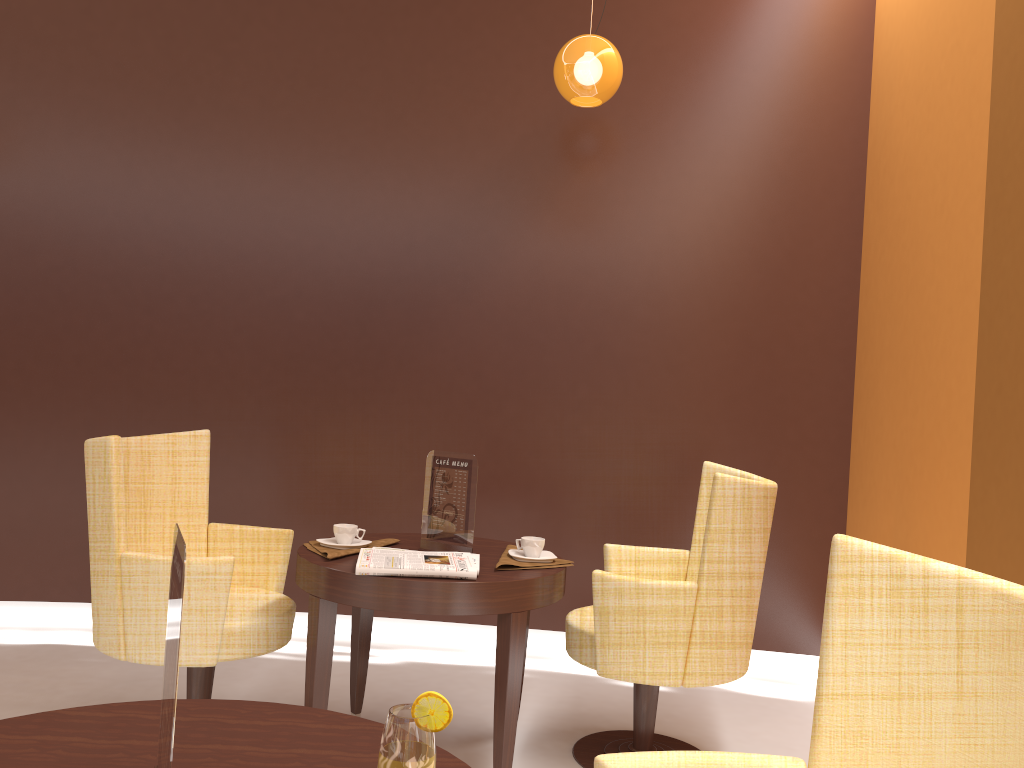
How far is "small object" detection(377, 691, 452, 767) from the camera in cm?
99

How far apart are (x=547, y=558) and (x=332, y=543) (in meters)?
0.69

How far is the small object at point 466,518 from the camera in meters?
2.9

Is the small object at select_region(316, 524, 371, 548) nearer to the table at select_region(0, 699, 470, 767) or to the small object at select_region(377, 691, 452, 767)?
the table at select_region(0, 699, 470, 767)

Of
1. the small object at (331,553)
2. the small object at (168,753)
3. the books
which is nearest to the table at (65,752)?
the small object at (168,753)

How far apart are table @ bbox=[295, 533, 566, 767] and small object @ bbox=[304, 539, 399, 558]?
0.0m

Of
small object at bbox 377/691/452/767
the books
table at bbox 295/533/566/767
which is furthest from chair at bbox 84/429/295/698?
small object at bbox 377/691/452/767

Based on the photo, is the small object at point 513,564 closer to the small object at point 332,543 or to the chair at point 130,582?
the small object at point 332,543

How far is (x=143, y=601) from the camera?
2.6m

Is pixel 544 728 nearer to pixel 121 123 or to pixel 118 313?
pixel 118 313
